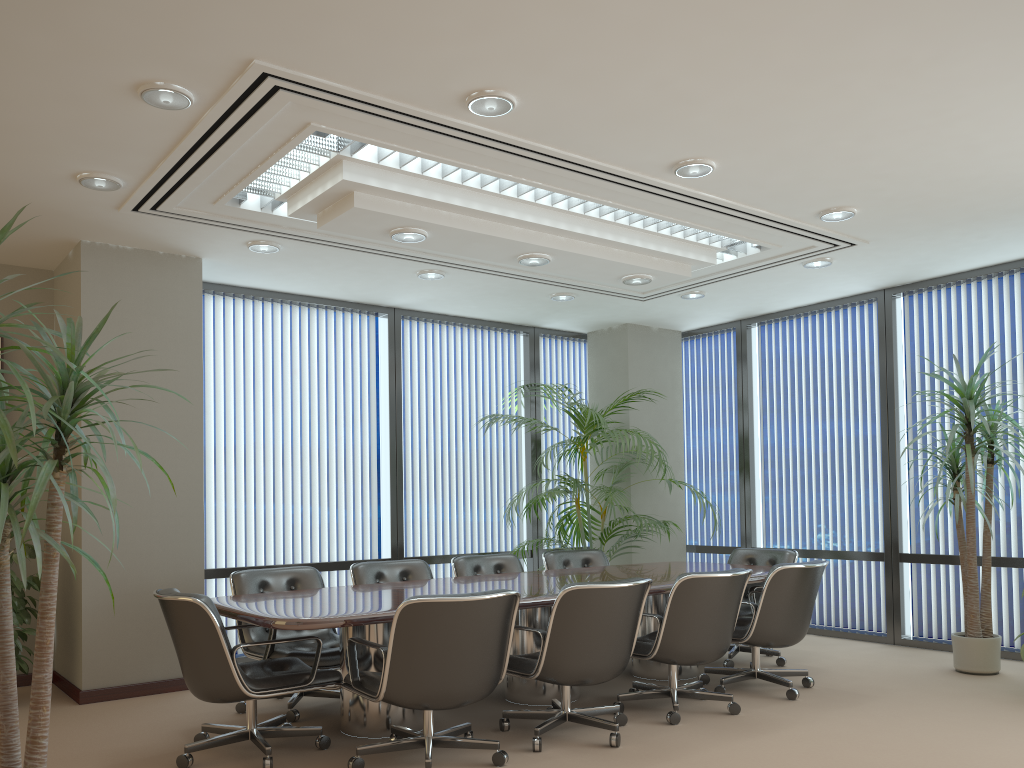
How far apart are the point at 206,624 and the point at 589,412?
4.1 meters

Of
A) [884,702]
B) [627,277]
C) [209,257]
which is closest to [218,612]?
[209,257]

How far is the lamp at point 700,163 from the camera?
4.8m

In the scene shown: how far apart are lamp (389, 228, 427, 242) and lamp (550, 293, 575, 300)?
2.5 meters

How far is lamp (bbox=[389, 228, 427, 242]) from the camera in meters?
5.2 m

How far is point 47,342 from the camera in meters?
2.1

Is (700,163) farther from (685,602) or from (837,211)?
(685,602)

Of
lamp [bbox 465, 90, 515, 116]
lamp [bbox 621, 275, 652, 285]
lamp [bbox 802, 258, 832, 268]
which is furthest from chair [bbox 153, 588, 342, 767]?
lamp [bbox 802, 258, 832, 268]

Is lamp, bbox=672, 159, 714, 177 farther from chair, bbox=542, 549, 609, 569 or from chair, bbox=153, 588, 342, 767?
chair, bbox=542, 549, 609, 569

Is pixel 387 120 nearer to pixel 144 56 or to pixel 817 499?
pixel 144 56
